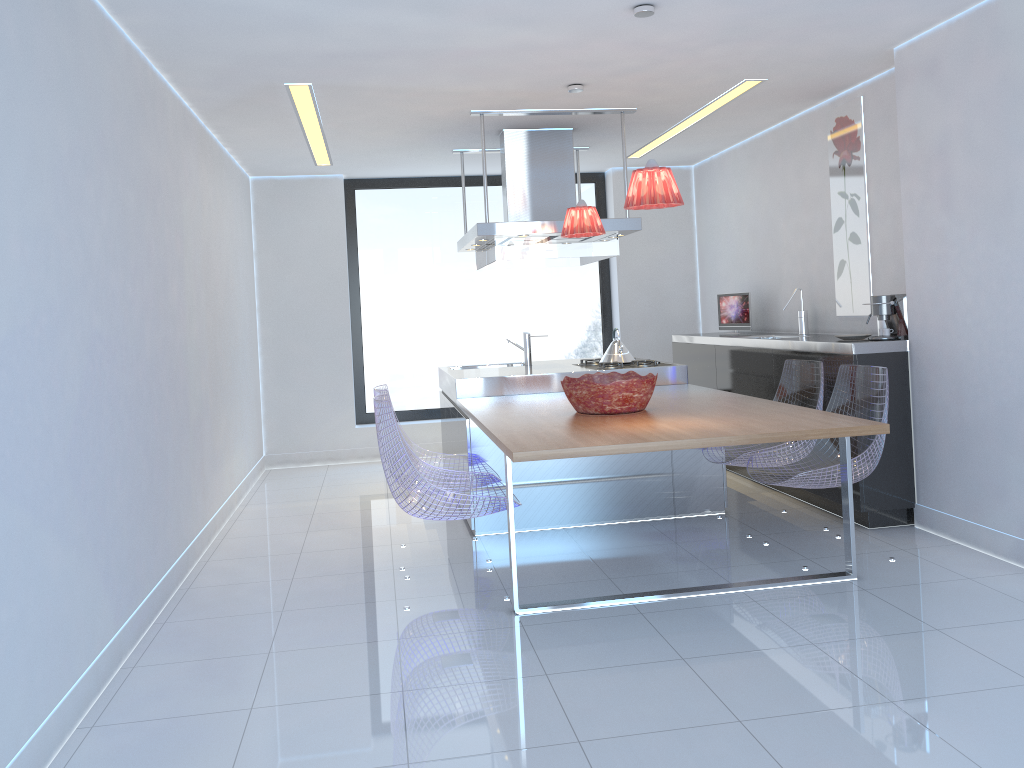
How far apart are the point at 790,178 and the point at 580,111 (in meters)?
1.69

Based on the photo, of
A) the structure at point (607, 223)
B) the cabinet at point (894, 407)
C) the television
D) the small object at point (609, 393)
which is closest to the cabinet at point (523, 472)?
the cabinet at point (894, 407)

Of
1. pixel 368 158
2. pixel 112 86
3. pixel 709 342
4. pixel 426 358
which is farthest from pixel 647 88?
pixel 426 358

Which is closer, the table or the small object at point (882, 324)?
the table

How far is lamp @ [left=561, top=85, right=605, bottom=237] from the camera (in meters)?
4.87

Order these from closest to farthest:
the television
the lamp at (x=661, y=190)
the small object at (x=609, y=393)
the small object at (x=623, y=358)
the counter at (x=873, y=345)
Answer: the lamp at (x=661, y=190) → the small object at (x=609, y=393) → the counter at (x=873, y=345) → the small object at (x=623, y=358) → the television

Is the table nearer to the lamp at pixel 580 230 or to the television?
the lamp at pixel 580 230

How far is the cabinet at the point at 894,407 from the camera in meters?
4.6 m

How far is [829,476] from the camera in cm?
403

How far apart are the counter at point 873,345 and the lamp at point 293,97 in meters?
1.5
